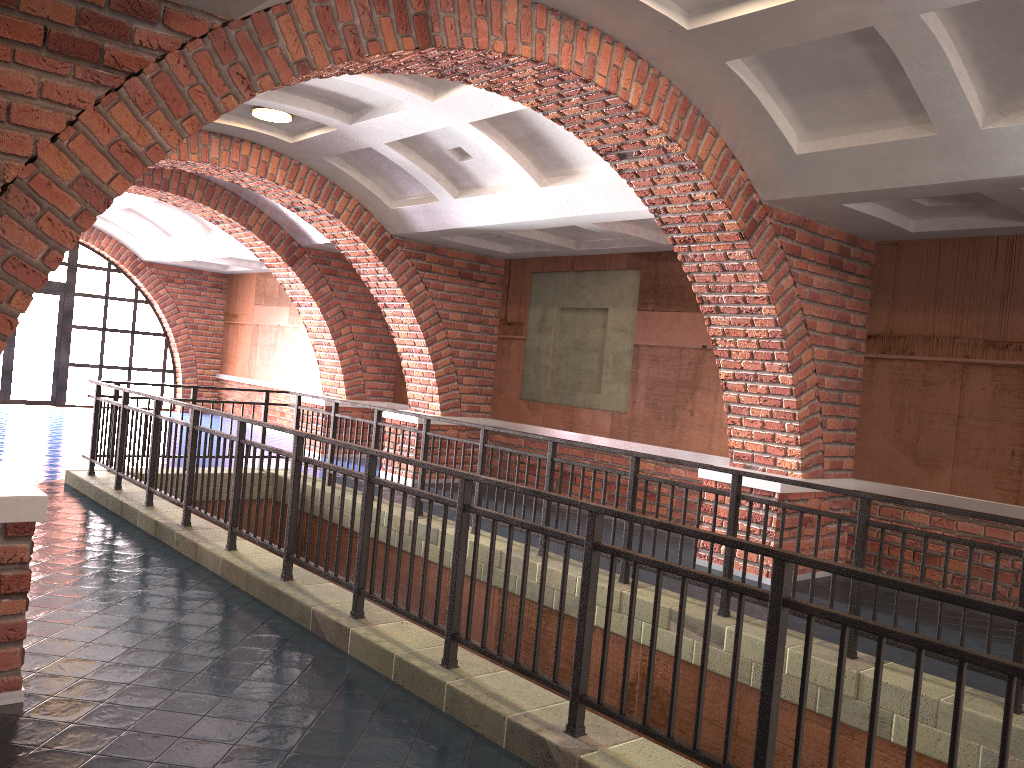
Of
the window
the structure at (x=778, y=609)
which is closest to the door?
the window

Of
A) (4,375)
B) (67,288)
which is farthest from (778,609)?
(67,288)

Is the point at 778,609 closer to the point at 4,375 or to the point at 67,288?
the point at 4,375

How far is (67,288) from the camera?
17.2 meters

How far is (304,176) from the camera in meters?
9.9

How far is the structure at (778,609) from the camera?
2.87m

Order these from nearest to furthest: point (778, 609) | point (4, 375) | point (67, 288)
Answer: point (778, 609)
point (4, 375)
point (67, 288)

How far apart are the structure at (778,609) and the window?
9.26m

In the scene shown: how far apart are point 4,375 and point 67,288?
2.0 meters

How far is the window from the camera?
17.18m
